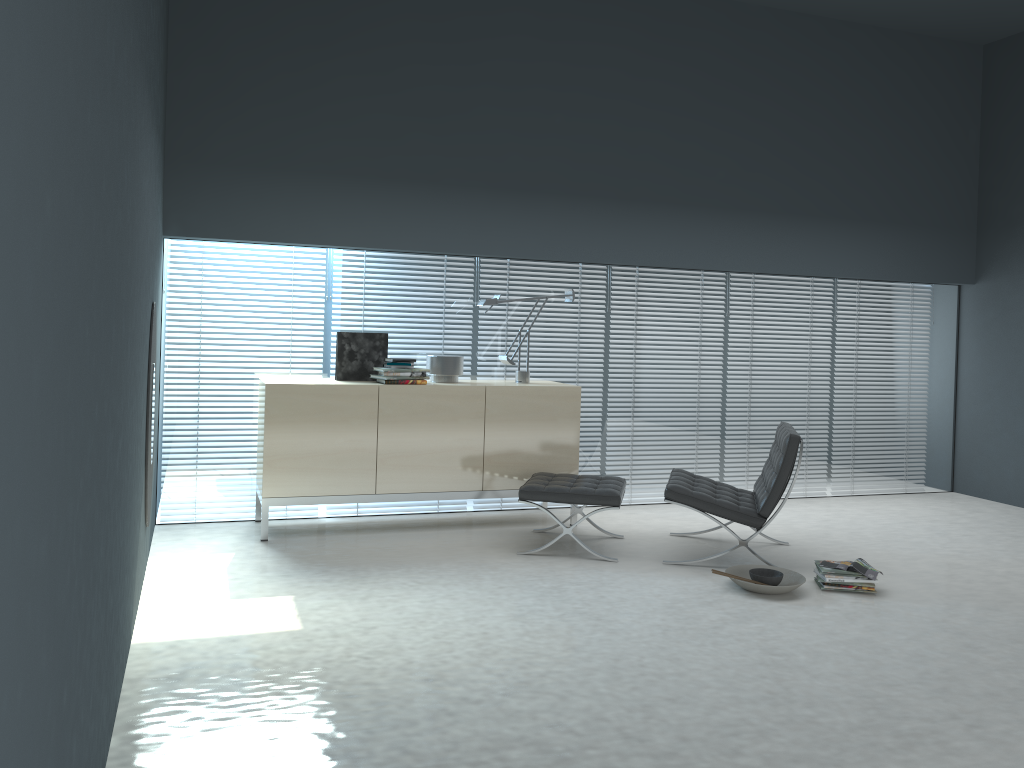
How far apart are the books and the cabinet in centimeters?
170cm

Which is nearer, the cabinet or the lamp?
the cabinet

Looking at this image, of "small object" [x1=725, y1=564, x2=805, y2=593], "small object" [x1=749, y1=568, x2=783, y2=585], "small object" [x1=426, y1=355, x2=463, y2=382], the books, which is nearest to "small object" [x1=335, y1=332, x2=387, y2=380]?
"small object" [x1=426, y1=355, x2=463, y2=382]

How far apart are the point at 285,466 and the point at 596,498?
1.8m

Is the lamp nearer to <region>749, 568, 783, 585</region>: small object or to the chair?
the chair

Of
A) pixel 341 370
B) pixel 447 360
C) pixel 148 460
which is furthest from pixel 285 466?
pixel 447 360

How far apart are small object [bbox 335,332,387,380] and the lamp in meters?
0.7 m

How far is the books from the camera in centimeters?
438cm

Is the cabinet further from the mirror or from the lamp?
the mirror

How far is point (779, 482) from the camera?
4.7m
